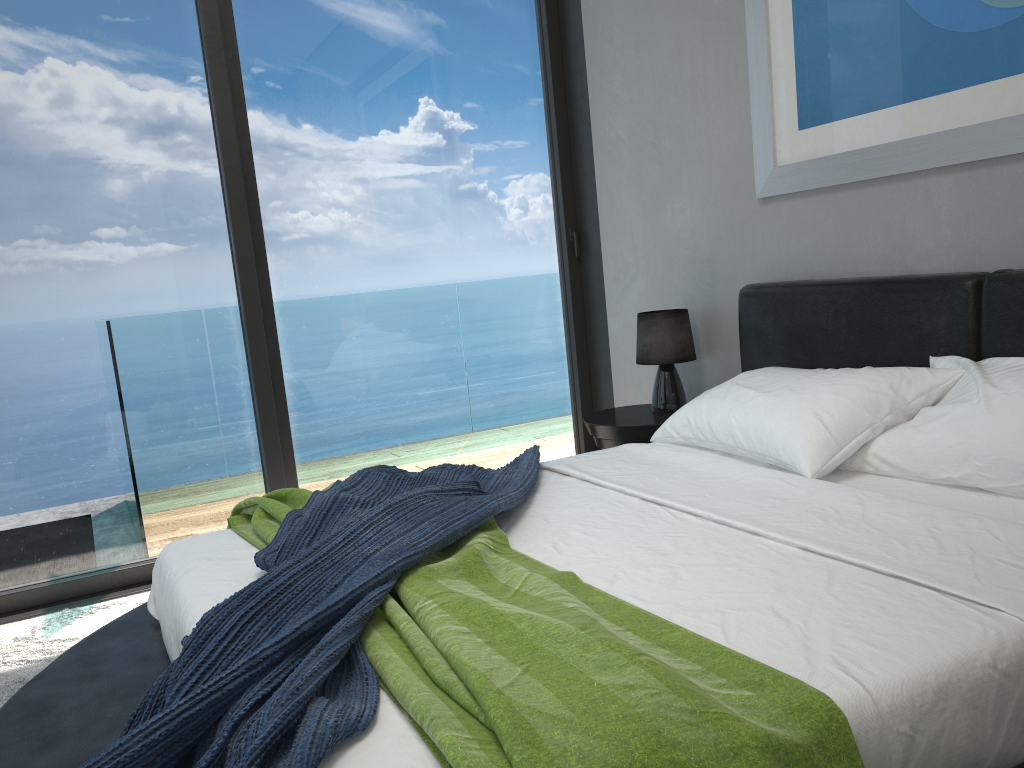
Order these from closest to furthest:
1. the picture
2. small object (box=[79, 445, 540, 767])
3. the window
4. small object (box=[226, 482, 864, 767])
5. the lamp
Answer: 1. small object (box=[226, 482, 864, 767])
2. small object (box=[79, 445, 540, 767])
3. the picture
4. the window
5. the lamp

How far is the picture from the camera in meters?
2.3 m

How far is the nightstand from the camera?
3.3m

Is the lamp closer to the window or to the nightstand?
the nightstand

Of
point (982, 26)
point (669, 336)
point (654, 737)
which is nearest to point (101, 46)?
point (669, 336)

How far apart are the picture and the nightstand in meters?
0.9 m

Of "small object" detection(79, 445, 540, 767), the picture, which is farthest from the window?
"small object" detection(79, 445, 540, 767)

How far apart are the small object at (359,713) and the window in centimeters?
125cm

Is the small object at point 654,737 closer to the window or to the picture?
the window

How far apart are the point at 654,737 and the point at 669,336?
2.5 meters
